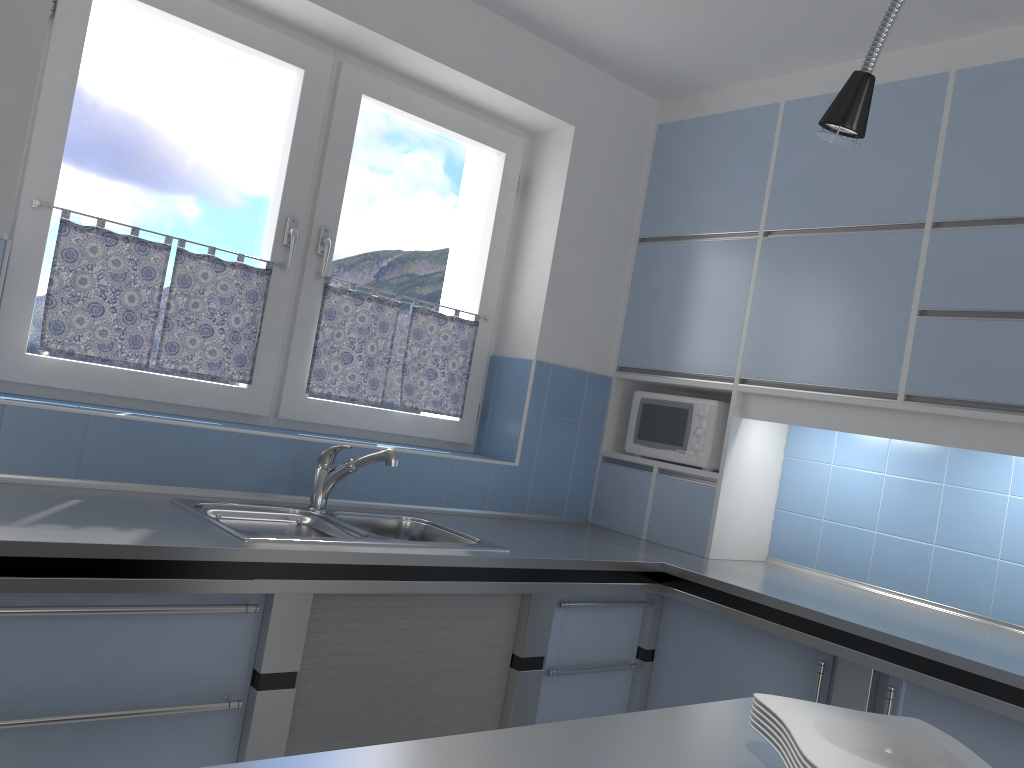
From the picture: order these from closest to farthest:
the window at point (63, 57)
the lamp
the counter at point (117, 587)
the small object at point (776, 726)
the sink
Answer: the lamp
the small object at point (776, 726)
the counter at point (117, 587)
the sink
the window at point (63, 57)

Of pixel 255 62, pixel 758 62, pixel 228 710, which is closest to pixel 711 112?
pixel 758 62

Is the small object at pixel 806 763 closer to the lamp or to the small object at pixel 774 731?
the small object at pixel 774 731

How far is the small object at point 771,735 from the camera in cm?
113

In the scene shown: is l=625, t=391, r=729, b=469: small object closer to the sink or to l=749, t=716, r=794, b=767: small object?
the sink

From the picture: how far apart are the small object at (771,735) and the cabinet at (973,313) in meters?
1.7

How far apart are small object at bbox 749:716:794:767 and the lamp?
0.7m

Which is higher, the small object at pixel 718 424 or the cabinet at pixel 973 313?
the cabinet at pixel 973 313

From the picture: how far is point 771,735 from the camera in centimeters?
113cm

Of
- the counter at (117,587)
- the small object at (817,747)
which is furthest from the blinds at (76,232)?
the small object at (817,747)
